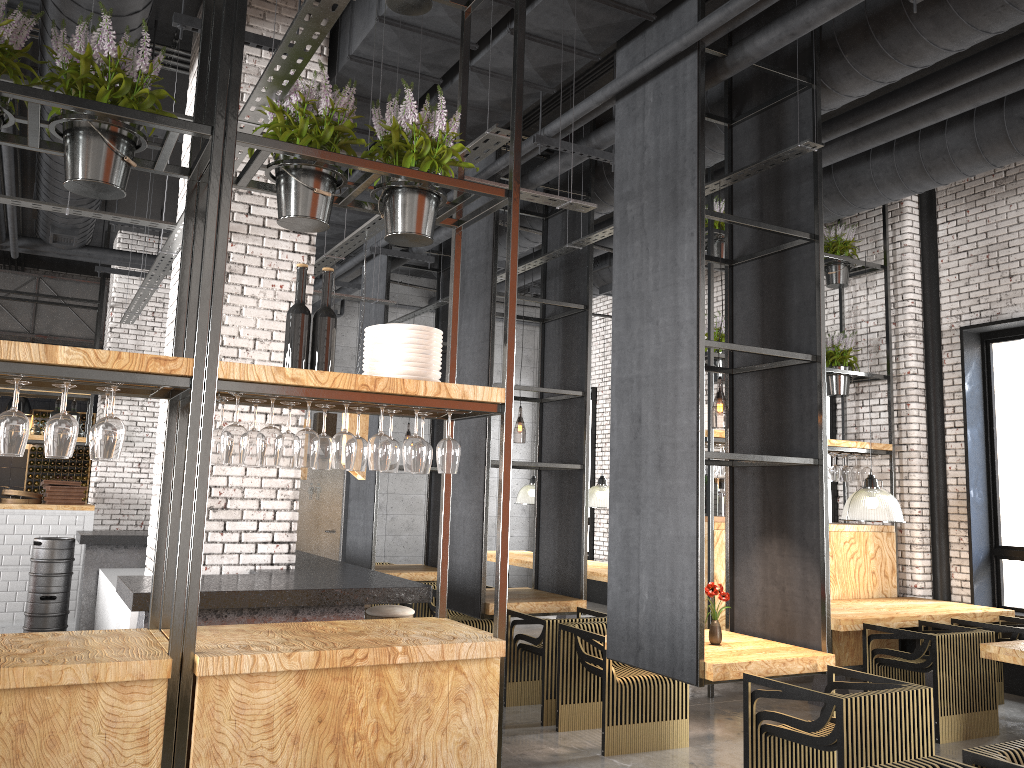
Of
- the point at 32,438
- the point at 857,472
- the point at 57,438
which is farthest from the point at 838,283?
the point at 32,438

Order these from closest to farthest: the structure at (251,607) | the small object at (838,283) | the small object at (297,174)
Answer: the small object at (297,174)
the structure at (251,607)
the small object at (838,283)

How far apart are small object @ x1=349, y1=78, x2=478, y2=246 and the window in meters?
6.7 m

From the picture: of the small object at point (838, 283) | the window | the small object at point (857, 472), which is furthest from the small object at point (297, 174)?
the window

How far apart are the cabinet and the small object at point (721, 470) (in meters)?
10.02

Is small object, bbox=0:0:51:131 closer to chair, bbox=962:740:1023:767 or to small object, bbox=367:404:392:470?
small object, bbox=367:404:392:470

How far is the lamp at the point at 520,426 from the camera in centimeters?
1884cm

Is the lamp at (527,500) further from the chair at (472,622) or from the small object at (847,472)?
the small object at (847,472)

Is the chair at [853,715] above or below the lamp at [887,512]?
below

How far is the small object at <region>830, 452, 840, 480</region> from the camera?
8.5m
